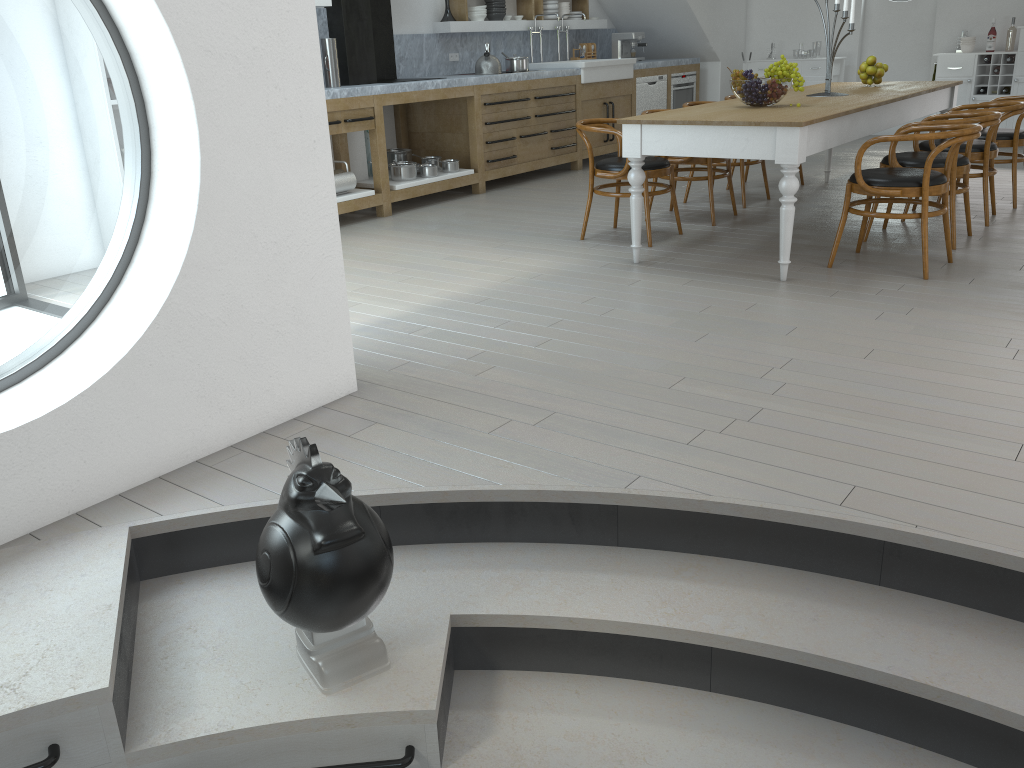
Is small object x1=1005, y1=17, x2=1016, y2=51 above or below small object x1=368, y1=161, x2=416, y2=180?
above

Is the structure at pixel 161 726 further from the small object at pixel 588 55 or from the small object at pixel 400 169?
the small object at pixel 588 55

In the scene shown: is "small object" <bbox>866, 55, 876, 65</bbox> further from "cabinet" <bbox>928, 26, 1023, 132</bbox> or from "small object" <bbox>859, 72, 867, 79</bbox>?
"cabinet" <bbox>928, 26, 1023, 132</bbox>

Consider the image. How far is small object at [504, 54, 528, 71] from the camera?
8.1 meters

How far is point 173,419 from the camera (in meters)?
2.73

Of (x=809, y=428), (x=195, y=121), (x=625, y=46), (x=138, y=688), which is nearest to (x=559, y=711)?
(x=138, y=688)

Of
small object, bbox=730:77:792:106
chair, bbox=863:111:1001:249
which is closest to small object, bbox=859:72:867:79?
chair, bbox=863:111:1001:249

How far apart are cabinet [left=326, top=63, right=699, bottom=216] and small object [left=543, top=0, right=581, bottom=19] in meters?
1.0

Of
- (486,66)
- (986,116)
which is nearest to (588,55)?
(486,66)

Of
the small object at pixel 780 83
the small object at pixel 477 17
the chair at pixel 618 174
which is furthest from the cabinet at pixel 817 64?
the small object at pixel 780 83
